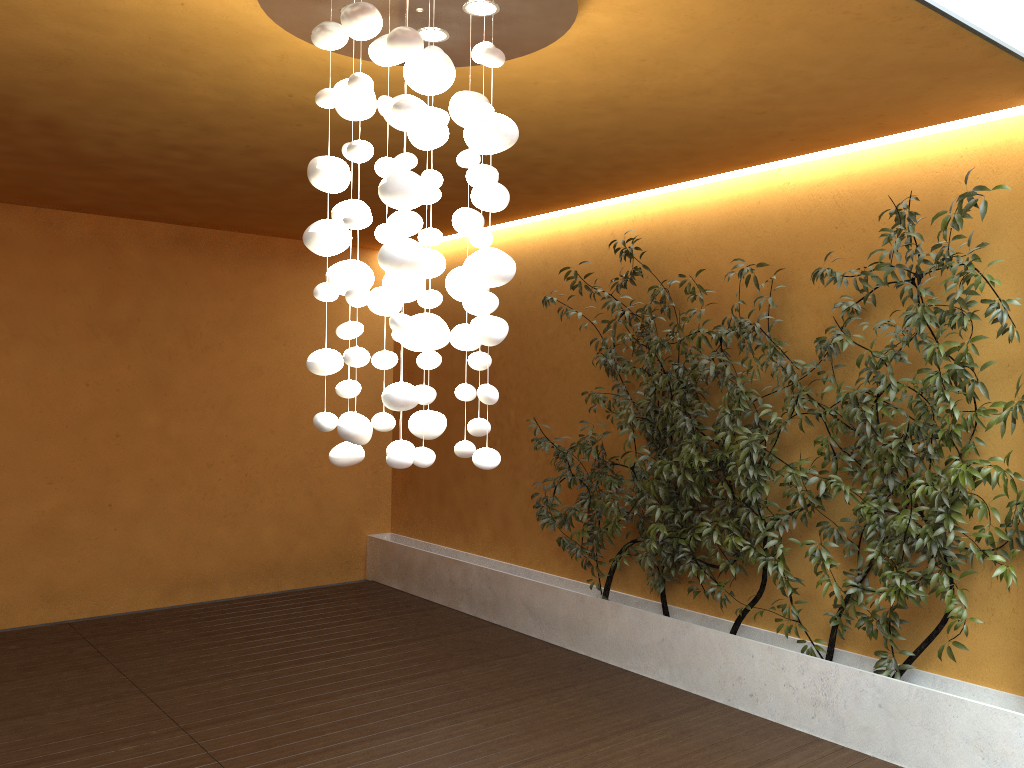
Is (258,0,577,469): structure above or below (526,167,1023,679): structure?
above

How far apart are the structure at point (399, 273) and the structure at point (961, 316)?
1.9 meters

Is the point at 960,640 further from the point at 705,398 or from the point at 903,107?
the point at 903,107

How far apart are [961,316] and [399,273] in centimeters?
267cm

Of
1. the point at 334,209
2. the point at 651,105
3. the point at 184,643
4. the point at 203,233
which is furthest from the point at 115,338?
the point at 651,105

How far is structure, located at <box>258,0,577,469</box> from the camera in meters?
2.5 m

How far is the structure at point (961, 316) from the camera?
3.9m

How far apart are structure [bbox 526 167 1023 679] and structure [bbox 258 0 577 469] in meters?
1.9

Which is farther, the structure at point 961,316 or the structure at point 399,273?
the structure at point 961,316

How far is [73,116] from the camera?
4.2m
